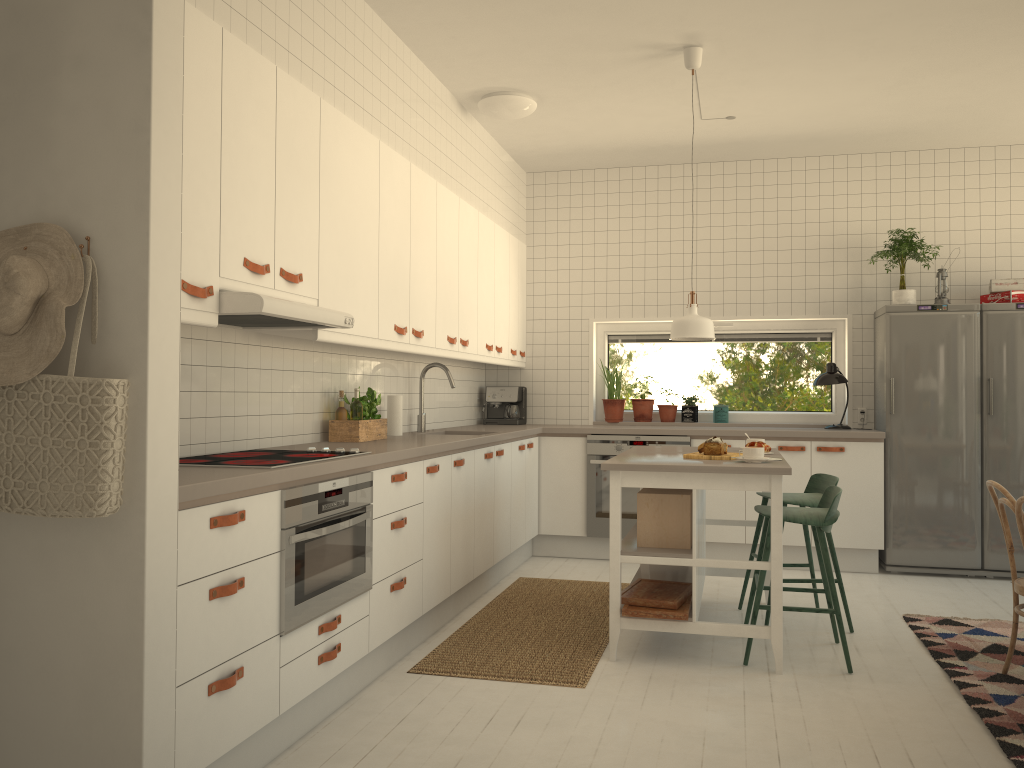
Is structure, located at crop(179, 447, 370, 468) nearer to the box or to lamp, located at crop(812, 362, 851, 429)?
the box

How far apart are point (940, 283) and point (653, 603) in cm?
336

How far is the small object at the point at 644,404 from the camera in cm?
667

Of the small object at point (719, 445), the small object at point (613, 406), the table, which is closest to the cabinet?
the small object at point (613, 406)

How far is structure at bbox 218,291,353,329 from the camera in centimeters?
278cm

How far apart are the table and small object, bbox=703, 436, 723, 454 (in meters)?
0.13

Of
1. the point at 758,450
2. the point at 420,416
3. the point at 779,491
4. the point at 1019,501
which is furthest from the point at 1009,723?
the point at 420,416

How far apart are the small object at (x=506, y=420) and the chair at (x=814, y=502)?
2.4m

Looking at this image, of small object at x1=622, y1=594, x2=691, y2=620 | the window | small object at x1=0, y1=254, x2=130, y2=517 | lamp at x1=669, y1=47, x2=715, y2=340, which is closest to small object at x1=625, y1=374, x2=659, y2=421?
the window

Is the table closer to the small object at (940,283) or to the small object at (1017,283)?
the small object at (940,283)
